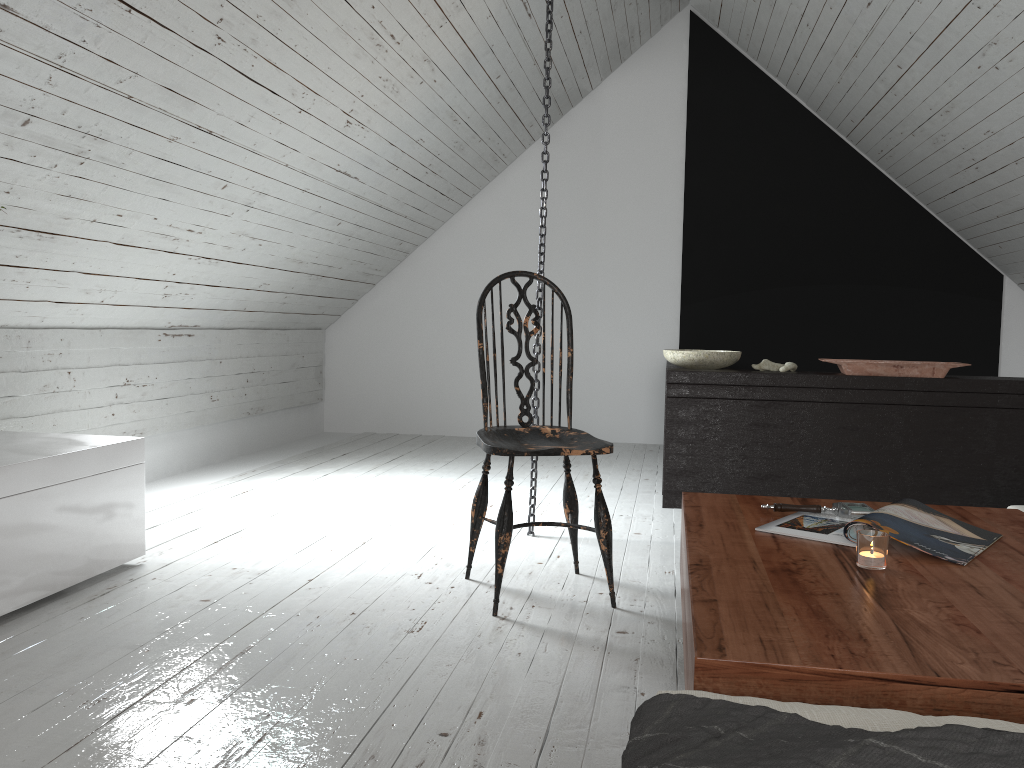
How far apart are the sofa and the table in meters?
0.1 m

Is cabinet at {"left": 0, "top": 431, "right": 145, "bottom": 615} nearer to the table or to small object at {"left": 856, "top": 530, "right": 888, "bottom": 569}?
the table

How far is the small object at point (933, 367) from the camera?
3.5 meters

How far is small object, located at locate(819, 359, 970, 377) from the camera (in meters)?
3.51

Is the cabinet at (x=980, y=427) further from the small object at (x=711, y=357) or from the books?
the books

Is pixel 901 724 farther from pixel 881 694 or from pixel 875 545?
pixel 875 545

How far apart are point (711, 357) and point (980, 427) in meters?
1.1

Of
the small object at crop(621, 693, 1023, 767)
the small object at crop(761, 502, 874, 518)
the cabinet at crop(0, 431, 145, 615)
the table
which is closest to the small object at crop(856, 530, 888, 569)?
the table

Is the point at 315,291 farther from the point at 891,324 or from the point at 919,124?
the point at 891,324

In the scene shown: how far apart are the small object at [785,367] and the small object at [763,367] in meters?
0.1
